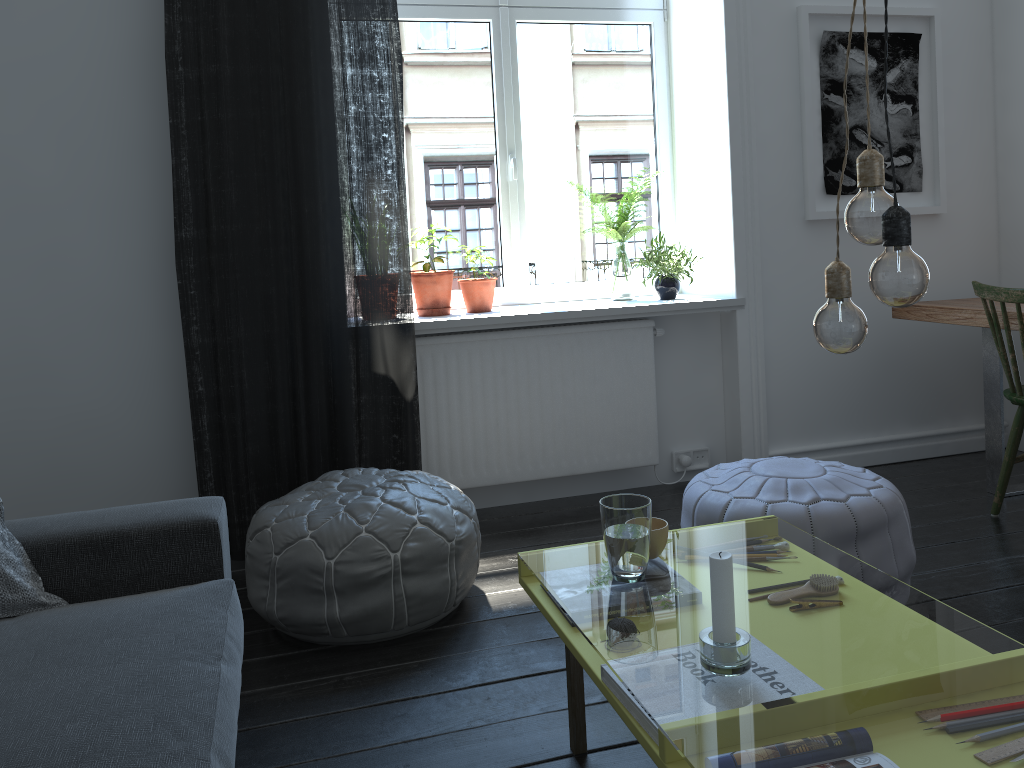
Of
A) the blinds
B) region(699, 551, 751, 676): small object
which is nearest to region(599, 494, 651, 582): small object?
region(699, 551, 751, 676): small object

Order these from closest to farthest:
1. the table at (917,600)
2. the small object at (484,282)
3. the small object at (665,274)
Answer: the small object at (484,282) < the small object at (665,274) < the table at (917,600)

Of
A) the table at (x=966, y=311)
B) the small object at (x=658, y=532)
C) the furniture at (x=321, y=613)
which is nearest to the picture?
the table at (x=966, y=311)

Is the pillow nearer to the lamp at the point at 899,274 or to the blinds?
the blinds

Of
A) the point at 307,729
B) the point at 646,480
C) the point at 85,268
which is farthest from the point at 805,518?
the point at 85,268

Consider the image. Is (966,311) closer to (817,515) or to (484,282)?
(817,515)

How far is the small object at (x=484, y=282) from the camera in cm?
350

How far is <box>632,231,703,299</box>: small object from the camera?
3.6m

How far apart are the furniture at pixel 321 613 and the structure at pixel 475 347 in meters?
0.7

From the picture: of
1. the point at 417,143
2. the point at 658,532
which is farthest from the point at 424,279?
the point at 658,532
